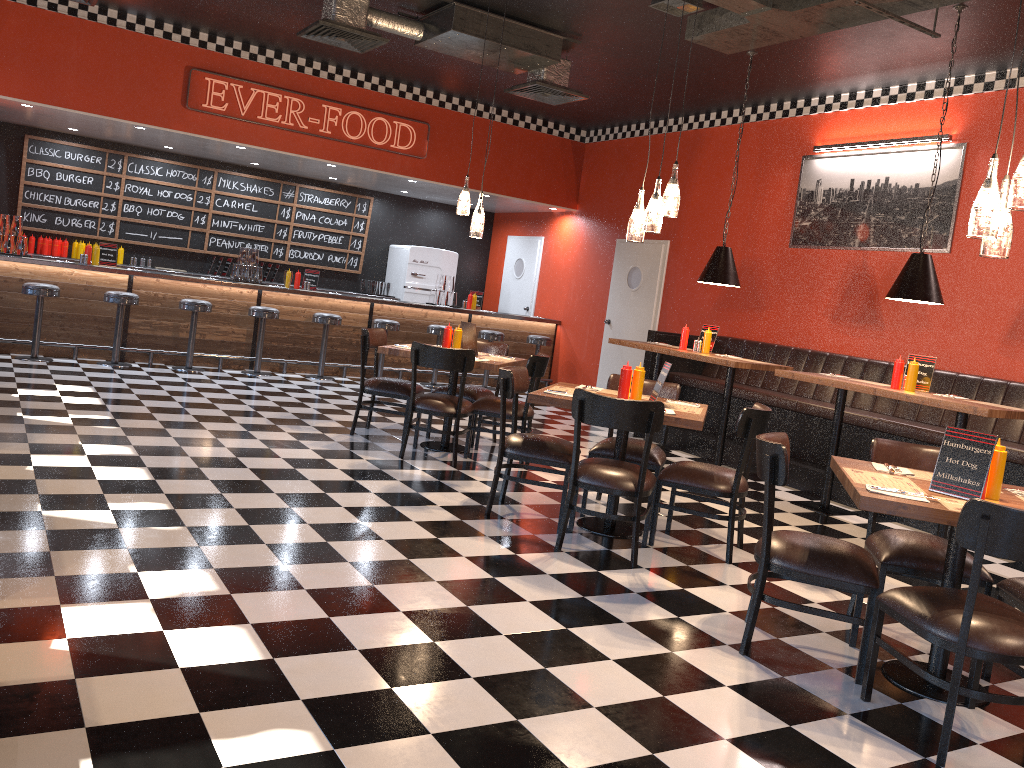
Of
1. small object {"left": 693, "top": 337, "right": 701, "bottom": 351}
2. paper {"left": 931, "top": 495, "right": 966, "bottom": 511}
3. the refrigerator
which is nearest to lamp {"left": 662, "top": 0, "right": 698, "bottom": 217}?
paper {"left": 931, "top": 495, "right": 966, "bottom": 511}

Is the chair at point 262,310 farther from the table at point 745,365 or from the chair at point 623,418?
the chair at point 623,418

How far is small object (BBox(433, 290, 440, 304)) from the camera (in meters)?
11.89

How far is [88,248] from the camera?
9.65m

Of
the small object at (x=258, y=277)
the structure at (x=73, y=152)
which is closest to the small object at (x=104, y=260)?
the small object at (x=258, y=277)

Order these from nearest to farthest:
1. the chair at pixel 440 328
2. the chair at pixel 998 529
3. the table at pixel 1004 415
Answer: the chair at pixel 998 529
the table at pixel 1004 415
the chair at pixel 440 328

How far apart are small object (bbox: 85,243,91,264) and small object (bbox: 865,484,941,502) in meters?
8.9

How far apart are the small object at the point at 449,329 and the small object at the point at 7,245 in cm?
537

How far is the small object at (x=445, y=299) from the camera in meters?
11.9

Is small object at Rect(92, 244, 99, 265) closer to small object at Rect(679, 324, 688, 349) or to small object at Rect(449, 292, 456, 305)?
small object at Rect(449, 292, 456, 305)
